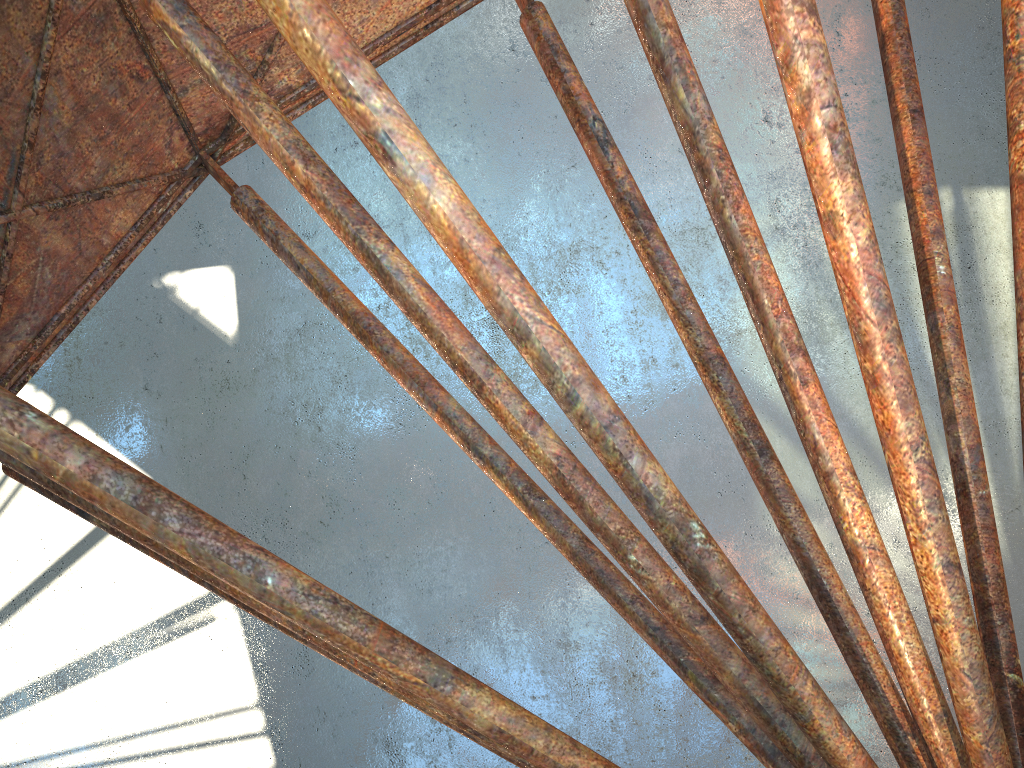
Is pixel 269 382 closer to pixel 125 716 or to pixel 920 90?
pixel 125 716

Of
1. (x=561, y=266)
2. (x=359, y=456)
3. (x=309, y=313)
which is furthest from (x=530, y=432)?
(x=309, y=313)
